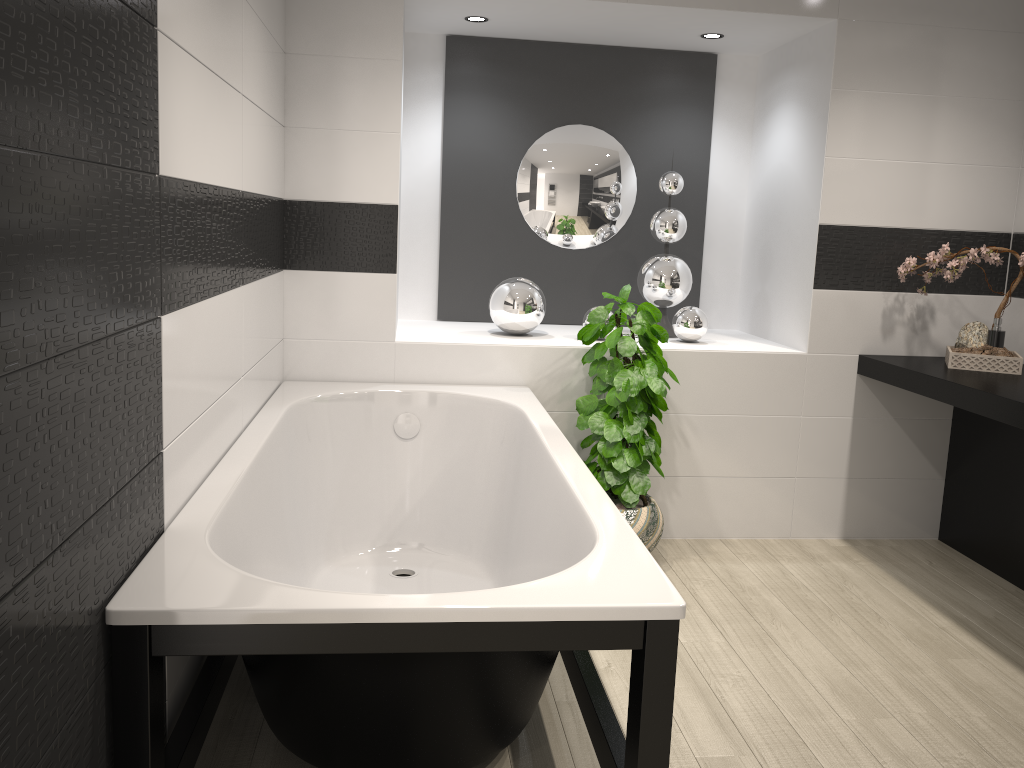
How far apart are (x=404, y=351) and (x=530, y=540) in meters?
1.2 m

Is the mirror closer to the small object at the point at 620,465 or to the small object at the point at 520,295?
the small object at the point at 520,295

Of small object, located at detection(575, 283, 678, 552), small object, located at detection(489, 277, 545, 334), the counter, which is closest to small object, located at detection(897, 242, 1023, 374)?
the counter

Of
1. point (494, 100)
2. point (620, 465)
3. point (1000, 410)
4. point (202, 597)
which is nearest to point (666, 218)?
point (494, 100)

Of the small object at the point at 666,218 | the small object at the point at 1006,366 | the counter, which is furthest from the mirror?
the small object at the point at 1006,366

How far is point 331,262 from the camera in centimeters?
356cm

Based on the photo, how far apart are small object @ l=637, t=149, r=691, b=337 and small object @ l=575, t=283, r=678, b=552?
0.56m

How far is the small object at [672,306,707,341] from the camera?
4.0m

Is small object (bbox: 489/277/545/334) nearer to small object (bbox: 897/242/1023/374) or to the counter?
the counter

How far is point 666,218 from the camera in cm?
413
